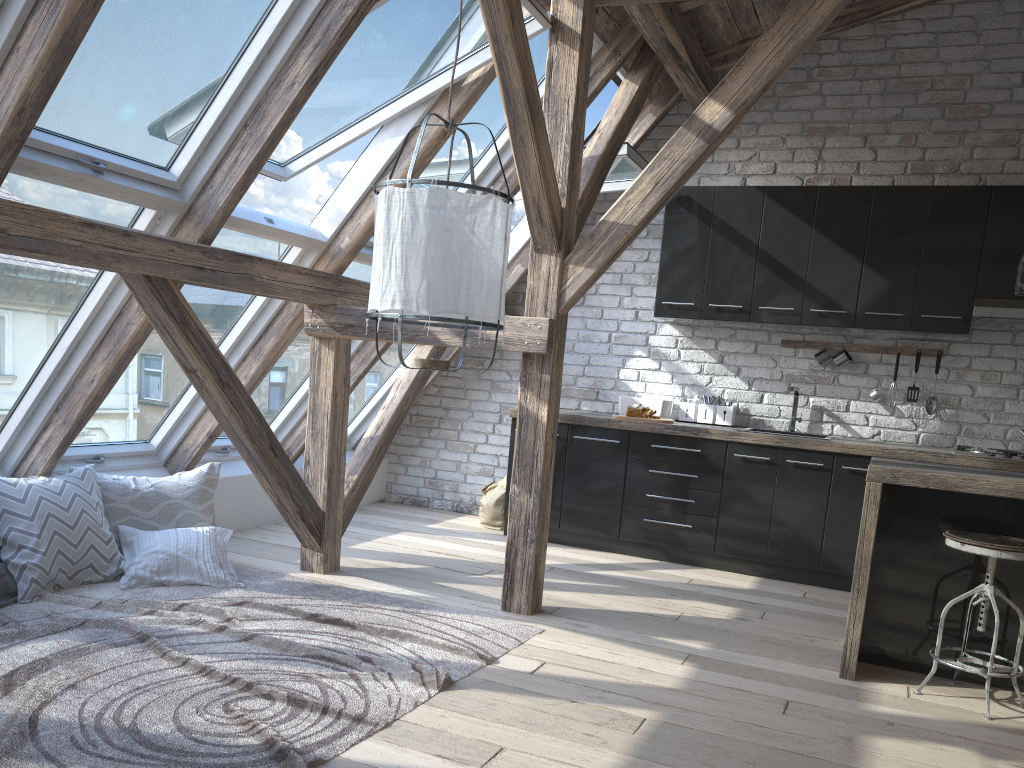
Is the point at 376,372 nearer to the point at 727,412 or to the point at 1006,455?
the point at 727,412

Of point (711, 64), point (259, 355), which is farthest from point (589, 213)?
point (711, 64)

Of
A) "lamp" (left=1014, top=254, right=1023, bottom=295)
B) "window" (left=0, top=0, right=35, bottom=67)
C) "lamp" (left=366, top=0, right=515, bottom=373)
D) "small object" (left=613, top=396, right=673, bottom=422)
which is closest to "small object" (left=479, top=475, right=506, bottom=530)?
"small object" (left=613, top=396, right=673, bottom=422)

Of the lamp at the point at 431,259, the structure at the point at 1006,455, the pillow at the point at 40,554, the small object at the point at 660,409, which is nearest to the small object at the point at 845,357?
the structure at the point at 1006,455

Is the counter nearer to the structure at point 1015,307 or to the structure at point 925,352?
the structure at point 925,352

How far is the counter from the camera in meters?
3.2 m

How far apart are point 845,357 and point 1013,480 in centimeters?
221cm

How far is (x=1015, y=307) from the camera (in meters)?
4.80

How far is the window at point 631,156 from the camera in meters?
4.9 m

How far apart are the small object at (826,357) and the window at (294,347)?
2.8 meters
